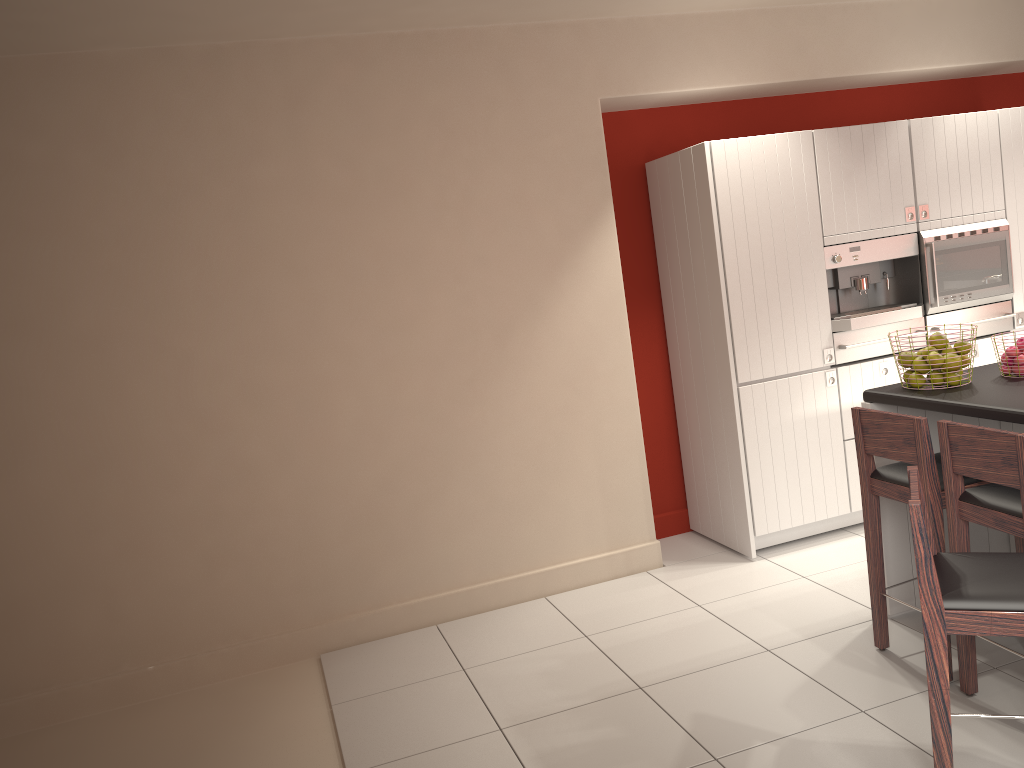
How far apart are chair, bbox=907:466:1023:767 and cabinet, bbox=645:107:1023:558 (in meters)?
2.17

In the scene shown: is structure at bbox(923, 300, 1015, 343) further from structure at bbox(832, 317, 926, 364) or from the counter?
the counter

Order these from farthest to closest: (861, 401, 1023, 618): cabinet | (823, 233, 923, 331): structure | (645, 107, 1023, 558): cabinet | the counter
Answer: (823, 233, 923, 331): structure, (645, 107, 1023, 558): cabinet, (861, 401, 1023, 618): cabinet, the counter

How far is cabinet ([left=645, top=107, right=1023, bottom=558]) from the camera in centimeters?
470cm

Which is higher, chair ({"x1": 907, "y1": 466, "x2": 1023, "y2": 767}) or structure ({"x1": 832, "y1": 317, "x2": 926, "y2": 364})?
structure ({"x1": 832, "y1": 317, "x2": 926, "y2": 364})

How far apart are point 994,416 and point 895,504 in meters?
0.8 m

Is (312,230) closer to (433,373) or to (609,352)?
(433,373)

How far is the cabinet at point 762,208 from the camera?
4.7m

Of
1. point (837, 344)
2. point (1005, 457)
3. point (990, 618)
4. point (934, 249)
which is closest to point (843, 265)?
point (837, 344)

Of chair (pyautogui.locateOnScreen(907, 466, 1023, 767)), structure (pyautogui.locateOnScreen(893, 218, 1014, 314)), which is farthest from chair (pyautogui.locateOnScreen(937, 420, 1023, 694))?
structure (pyautogui.locateOnScreen(893, 218, 1014, 314))
